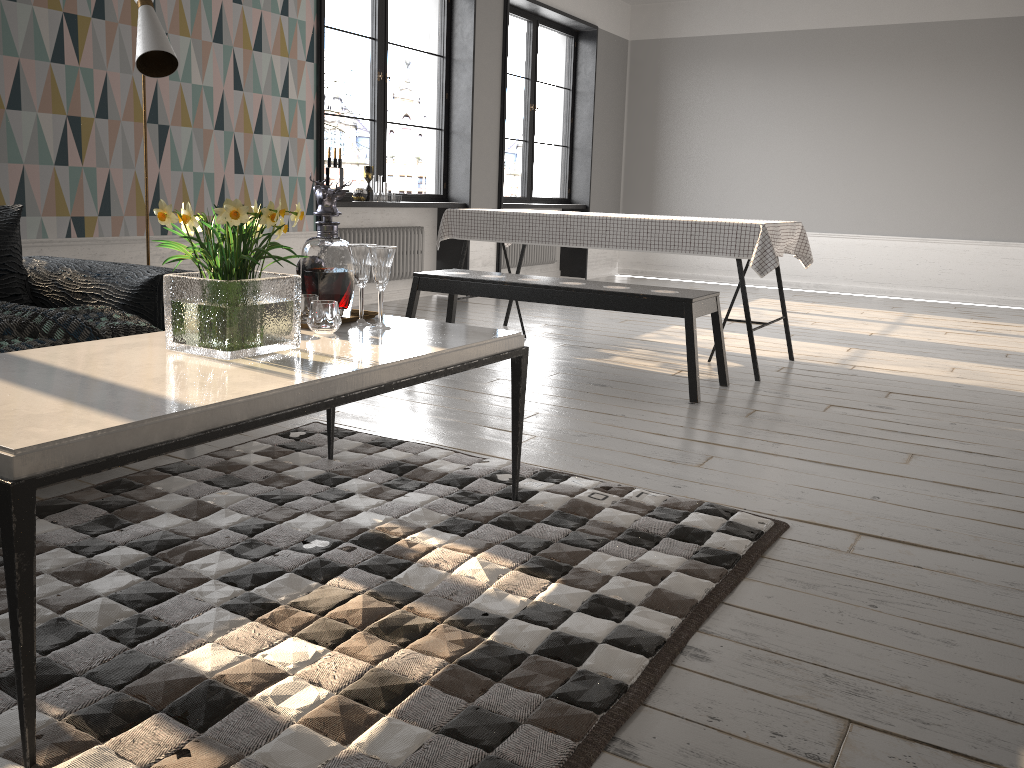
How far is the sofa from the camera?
2.96m

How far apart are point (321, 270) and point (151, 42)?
1.6 meters

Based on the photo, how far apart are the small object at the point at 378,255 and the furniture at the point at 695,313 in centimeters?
184cm

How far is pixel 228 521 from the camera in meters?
2.3

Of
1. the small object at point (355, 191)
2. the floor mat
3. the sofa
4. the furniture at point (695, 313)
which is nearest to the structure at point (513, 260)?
the small object at point (355, 191)

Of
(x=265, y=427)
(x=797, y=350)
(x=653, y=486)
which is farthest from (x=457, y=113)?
(x=653, y=486)

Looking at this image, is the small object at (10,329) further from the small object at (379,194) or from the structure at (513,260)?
the structure at (513,260)

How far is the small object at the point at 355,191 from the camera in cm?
626

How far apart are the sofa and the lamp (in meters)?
0.78

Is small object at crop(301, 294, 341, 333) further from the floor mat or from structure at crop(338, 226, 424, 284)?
structure at crop(338, 226, 424, 284)
